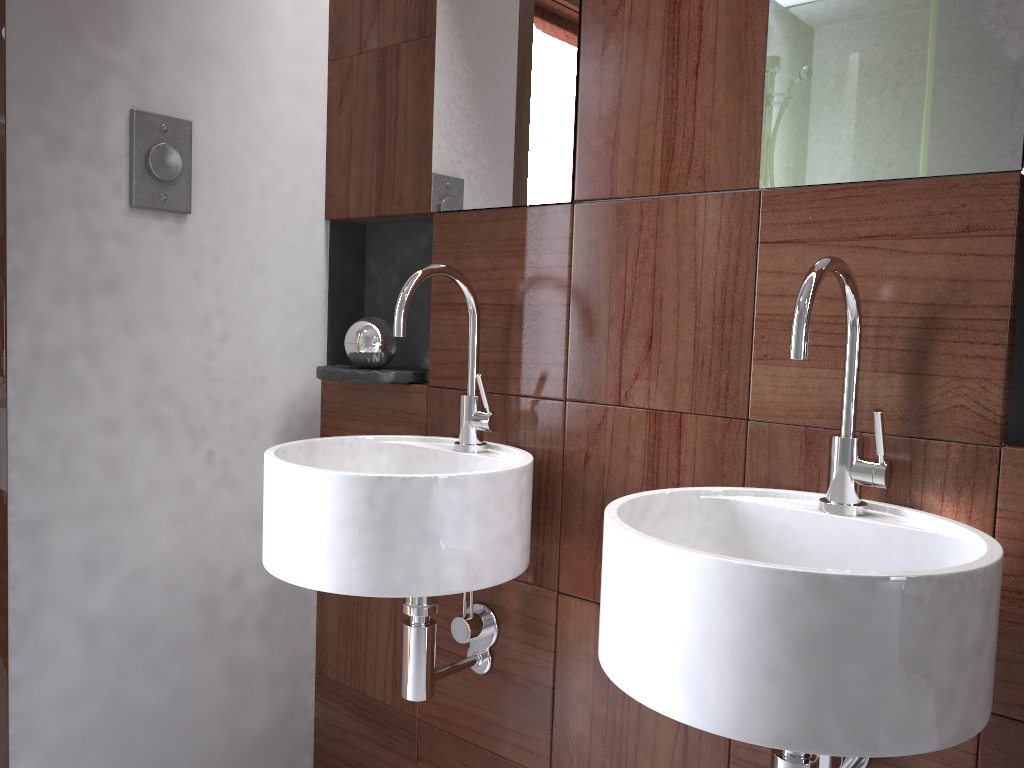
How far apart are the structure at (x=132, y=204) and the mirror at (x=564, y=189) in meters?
0.4

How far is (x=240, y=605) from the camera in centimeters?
173cm

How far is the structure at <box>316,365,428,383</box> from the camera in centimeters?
163cm

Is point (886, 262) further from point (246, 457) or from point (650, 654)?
point (246, 457)

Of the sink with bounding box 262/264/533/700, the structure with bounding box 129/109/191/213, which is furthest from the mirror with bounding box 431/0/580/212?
the structure with bounding box 129/109/191/213

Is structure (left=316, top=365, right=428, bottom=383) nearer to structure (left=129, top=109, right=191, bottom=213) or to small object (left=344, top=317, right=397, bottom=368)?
small object (left=344, top=317, right=397, bottom=368)

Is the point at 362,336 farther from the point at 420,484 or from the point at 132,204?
the point at 420,484

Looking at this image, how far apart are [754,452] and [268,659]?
1.10m

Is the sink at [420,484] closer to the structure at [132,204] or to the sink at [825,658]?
the sink at [825,658]

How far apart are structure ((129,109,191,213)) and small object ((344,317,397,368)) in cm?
36
